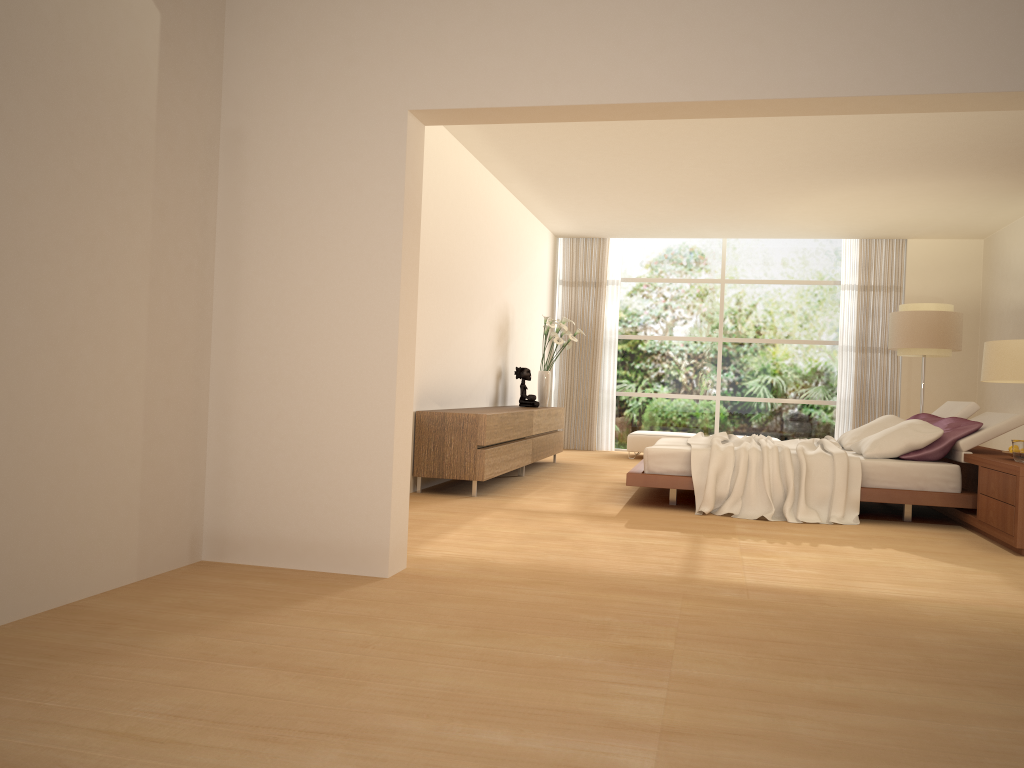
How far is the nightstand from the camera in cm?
536

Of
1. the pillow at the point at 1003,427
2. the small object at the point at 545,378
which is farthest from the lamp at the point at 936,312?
the small object at the point at 545,378

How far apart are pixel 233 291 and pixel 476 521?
2.34m

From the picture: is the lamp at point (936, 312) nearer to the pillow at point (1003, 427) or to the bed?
the pillow at point (1003, 427)

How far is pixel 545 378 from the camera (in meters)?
10.41

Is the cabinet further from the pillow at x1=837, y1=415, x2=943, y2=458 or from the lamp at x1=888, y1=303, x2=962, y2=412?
the lamp at x1=888, y1=303, x2=962, y2=412

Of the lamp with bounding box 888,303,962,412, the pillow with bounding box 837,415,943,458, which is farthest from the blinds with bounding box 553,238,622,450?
the pillow with bounding box 837,415,943,458

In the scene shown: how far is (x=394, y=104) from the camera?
4.0 meters

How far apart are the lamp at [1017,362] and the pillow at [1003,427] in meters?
1.8 m

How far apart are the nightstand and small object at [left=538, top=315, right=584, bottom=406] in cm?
429
